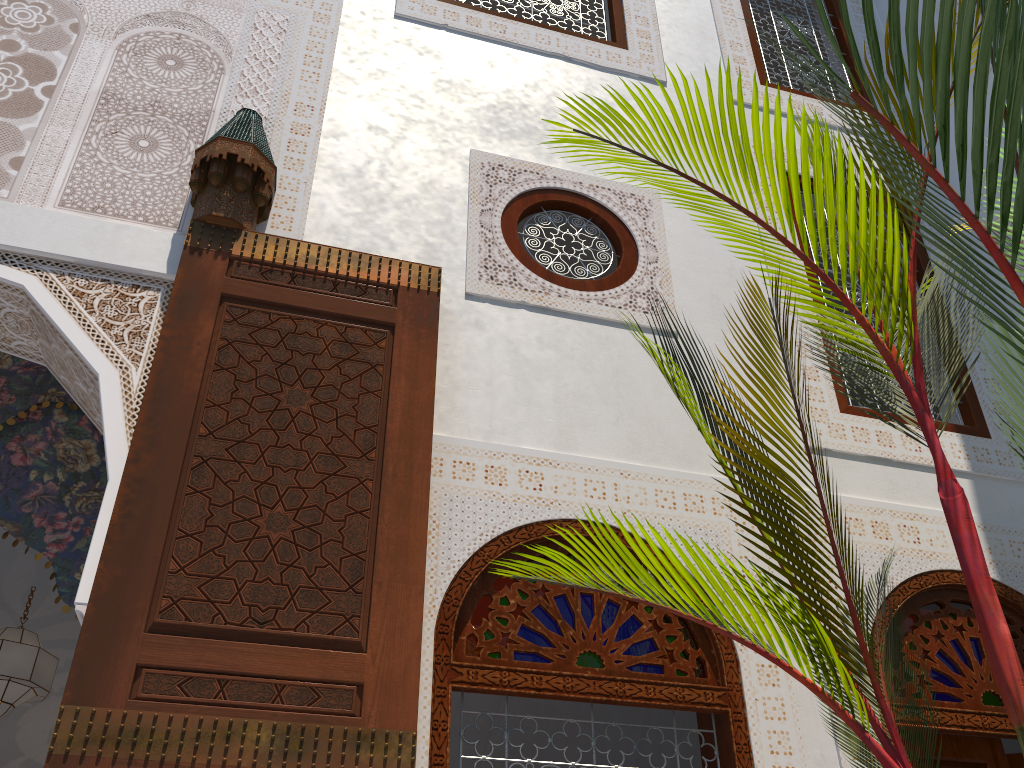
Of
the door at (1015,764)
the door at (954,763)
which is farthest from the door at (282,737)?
the door at (1015,764)

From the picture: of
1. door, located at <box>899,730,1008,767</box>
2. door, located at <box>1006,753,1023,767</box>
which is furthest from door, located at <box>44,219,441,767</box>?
door, located at <box>1006,753,1023,767</box>

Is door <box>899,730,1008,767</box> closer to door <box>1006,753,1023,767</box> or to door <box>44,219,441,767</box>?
door <box>1006,753,1023,767</box>

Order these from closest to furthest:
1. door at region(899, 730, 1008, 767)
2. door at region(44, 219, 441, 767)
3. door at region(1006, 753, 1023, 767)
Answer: door at region(44, 219, 441, 767), door at region(899, 730, 1008, 767), door at region(1006, 753, 1023, 767)

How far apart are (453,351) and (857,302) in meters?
4.8 m

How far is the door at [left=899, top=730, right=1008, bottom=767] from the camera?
1.8 meters

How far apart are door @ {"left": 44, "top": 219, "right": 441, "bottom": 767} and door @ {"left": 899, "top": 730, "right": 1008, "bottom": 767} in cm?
113

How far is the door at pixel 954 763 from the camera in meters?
1.8

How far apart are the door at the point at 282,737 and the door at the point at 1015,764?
1.4m

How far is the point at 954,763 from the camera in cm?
182
